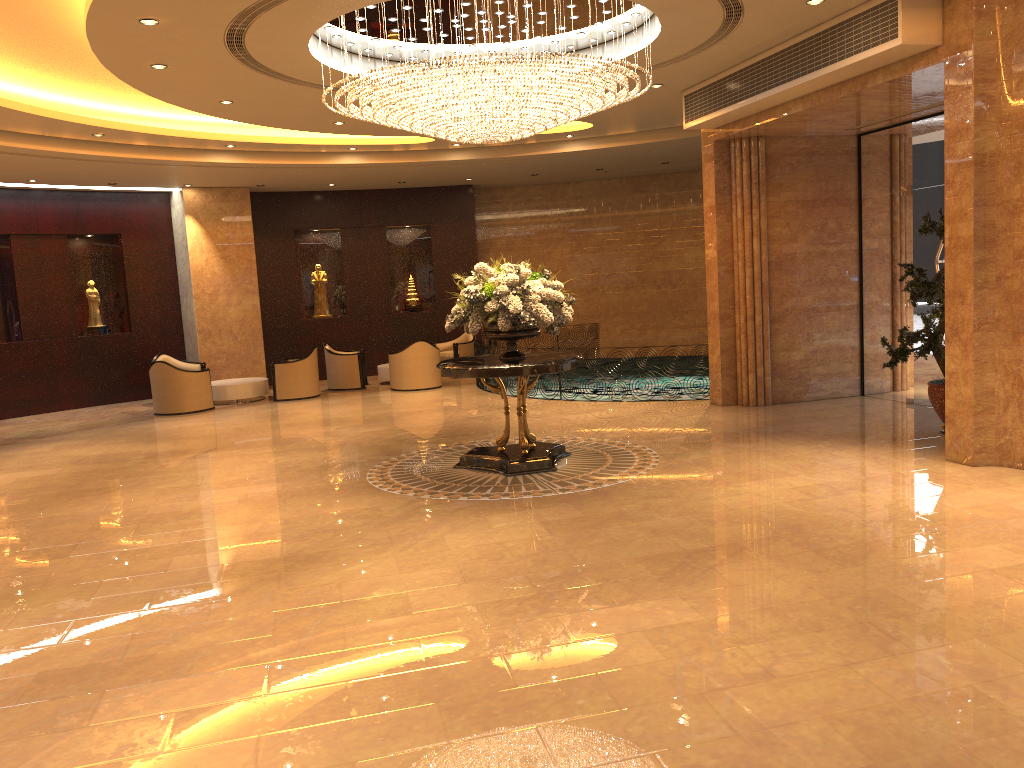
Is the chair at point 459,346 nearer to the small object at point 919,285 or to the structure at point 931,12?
the structure at point 931,12

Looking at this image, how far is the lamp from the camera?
7.78m

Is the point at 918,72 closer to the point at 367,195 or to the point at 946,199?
the point at 946,199

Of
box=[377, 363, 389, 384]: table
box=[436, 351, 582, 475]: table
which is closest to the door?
box=[436, 351, 582, 475]: table

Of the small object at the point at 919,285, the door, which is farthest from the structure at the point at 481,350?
the small object at the point at 919,285

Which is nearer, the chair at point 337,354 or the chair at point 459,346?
the chair at point 337,354

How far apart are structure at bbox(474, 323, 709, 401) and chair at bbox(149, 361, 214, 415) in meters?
4.6

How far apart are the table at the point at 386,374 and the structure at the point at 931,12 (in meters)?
8.00

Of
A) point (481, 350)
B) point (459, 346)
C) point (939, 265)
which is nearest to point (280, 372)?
point (481, 350)

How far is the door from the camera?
10.7m
